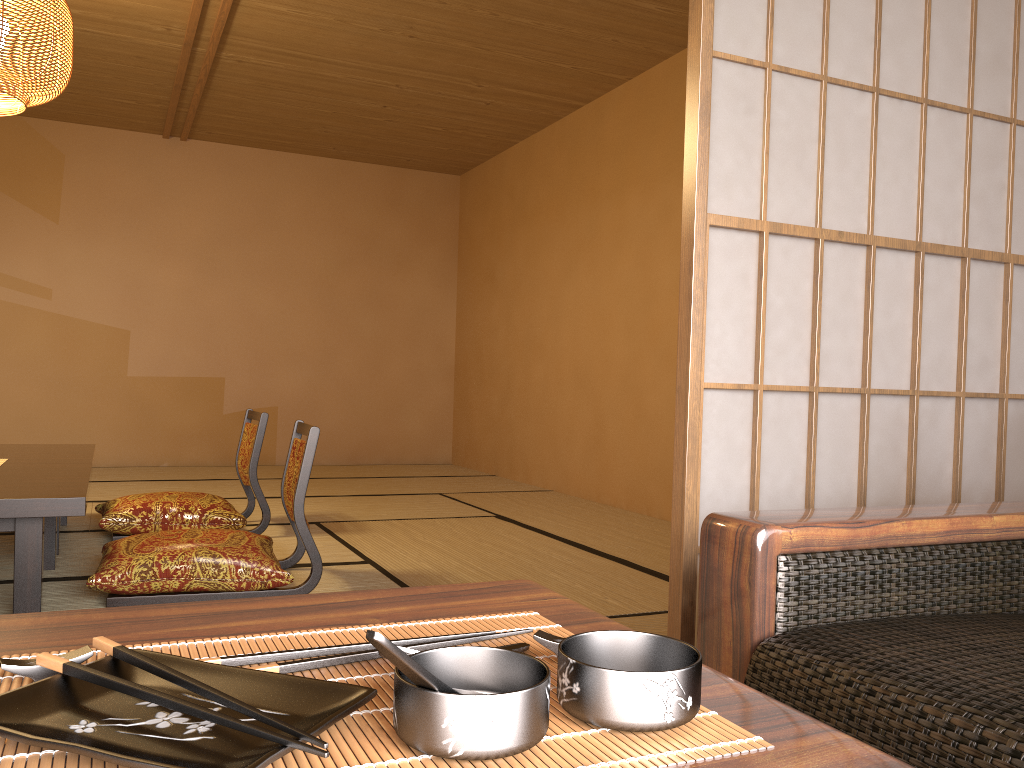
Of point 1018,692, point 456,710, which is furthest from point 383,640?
point 1018,692

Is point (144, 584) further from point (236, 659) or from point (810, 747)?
point (810, 747)

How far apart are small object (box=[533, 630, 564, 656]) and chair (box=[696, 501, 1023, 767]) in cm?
45

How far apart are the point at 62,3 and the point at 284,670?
3.5m

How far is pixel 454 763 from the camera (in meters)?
→ 0.44

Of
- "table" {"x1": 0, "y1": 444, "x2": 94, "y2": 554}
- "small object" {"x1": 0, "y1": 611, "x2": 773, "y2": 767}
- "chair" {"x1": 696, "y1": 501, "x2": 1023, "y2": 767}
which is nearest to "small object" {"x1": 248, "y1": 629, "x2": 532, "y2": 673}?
"small object" {"x1": 0, "y1": 611, "x2": 773, "y2": 767}

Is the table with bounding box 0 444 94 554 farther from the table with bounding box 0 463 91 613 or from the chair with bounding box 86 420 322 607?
the chair with bounding box 86 420 322 607

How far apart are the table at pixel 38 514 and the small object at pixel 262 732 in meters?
2.1

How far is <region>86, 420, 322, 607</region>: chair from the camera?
2.61m

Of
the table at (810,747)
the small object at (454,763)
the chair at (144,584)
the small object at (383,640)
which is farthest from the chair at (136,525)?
the small object at (383,640)
